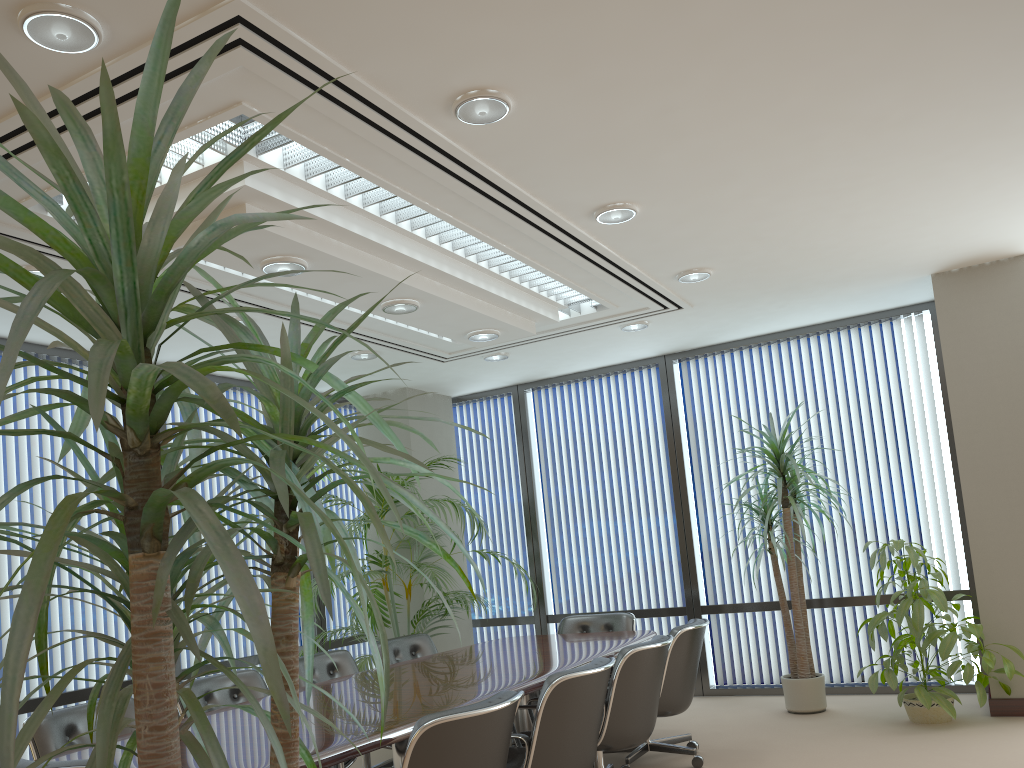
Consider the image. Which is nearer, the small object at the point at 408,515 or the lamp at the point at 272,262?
the lamp at the point at 272,262

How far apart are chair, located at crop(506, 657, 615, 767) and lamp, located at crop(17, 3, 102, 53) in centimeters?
282cm

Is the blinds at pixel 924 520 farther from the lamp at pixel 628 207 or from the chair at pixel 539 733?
the chair at pixel 539 733

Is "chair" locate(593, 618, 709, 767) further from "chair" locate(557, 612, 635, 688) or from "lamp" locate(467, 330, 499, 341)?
"lamp" locate(467, 330, 499, 341)

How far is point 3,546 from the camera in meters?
5.4

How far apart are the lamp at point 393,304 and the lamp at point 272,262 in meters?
0.8

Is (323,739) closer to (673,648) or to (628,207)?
(673,648)

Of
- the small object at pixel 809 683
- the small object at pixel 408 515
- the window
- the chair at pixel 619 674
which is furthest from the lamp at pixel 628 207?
the window

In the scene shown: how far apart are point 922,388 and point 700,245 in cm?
304

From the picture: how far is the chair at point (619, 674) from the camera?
4.33m
